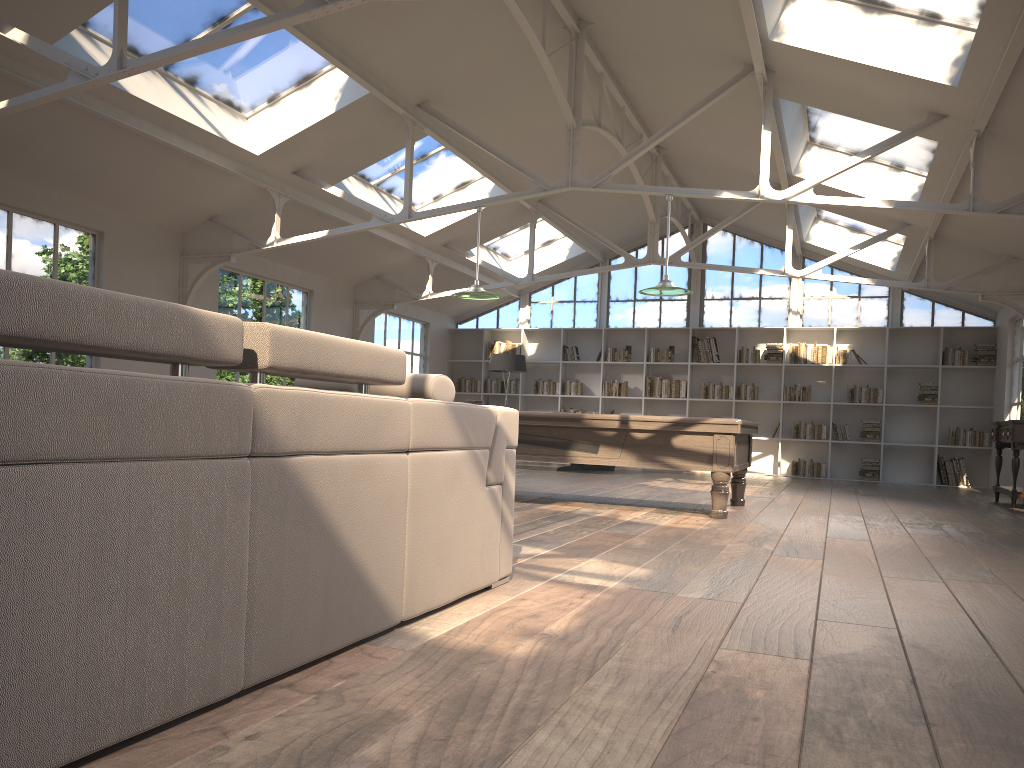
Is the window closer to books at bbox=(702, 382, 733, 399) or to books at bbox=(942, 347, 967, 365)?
books at bbox=(942, 347, 967, 365)

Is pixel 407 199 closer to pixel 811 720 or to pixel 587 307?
pixel 811 720

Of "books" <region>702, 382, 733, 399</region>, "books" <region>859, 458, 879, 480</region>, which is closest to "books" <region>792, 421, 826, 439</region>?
"books" <region>859, 458, 879, 480</region>

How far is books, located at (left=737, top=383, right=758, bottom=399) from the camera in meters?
14.2

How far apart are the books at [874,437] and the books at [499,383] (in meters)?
6.04

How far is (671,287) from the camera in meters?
7.5

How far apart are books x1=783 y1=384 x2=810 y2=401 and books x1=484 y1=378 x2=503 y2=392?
4.87m

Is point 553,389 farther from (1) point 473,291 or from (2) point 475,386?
(1) point 473,291

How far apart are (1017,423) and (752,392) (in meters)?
5.31

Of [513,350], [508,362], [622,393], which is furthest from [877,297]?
[513,350]
